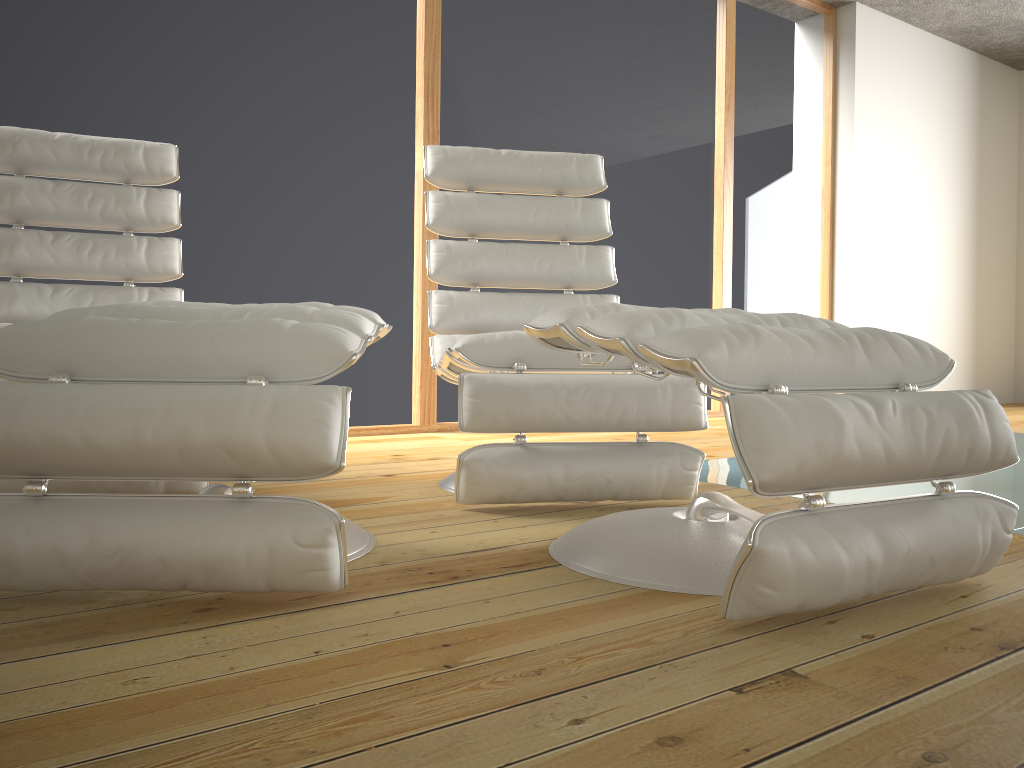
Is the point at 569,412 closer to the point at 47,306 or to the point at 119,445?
the point at 119,445

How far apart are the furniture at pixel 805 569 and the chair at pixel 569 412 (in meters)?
0.30

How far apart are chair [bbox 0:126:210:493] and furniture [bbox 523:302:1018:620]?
0.9m

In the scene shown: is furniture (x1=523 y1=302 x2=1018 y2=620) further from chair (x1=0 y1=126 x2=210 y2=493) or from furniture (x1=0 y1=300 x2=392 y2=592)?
chair (x1=0 y1=126 x2=210 y2=493)

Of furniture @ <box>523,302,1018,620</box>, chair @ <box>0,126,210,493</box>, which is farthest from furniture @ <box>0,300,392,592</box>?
chair @ <box>0,126,210,493</box>

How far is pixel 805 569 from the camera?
1.1m

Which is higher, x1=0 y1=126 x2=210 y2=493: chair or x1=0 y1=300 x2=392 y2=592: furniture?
x1=0 y1=126 x2=210 y2=493: chair

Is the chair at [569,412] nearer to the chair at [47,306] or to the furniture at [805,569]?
the furniture at [805,569]

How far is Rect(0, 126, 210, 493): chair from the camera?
2.4m

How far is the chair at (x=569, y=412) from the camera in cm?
190
